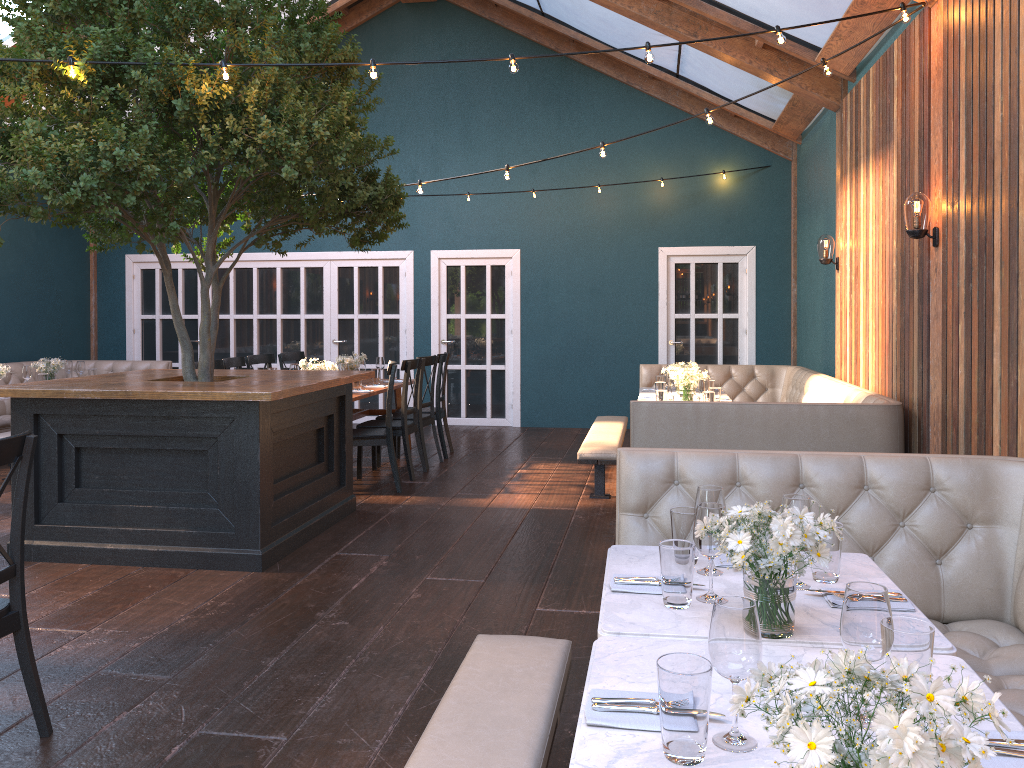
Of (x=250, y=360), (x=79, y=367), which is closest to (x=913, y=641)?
(x=250, y=360)

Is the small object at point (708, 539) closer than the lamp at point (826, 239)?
Yes

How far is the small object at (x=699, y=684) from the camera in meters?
1.5

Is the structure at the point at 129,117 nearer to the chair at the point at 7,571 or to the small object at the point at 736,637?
the chair at the point at 7,571

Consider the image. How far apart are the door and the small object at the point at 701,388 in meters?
4.1

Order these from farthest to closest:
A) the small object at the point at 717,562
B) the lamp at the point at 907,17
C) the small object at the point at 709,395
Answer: the small object at the point at 709,395 → the lamp at the point at 907,17 → the small object at the point at 717,562

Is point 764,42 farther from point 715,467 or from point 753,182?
point 715,467

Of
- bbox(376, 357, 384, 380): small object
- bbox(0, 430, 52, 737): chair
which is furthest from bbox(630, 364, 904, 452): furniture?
bbox(0, 430, 52, 737): chair

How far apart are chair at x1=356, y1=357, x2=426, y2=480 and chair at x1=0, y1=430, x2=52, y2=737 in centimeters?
459cm

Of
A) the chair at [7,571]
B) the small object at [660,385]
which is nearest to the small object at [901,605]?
the chair at [7,571]
